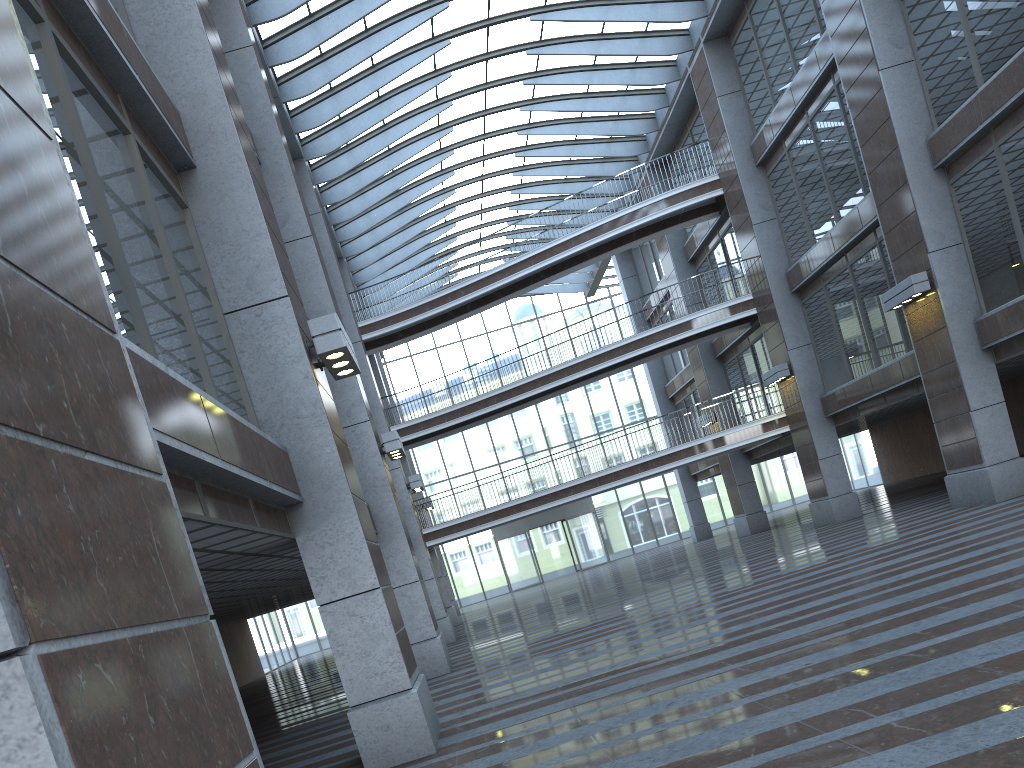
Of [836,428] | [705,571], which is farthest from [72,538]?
[836,428]

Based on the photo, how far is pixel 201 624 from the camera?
2.91m
